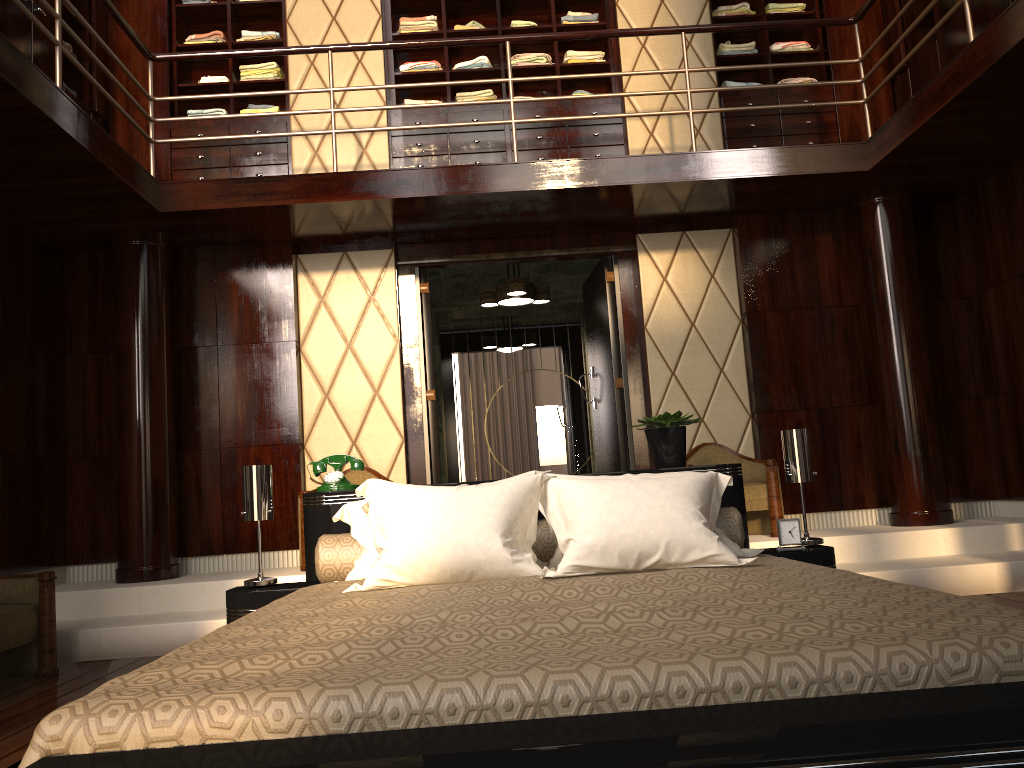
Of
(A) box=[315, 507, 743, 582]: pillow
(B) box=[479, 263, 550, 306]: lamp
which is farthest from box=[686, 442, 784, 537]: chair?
(A) box=[315, 507, 743, 582]: pillow

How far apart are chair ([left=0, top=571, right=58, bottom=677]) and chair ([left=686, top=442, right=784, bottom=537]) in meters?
3.3

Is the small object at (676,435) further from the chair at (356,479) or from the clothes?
the clothes

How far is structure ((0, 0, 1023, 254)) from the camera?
3.8 meters

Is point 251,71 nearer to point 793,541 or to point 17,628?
point 17,628

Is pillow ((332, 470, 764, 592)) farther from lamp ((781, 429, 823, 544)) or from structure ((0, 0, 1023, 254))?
structure ((0, 0, 1023, 254))

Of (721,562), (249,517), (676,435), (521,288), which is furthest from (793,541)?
(521,288)

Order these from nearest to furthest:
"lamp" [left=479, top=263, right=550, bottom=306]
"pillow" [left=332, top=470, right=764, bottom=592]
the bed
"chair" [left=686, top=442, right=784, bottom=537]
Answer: the bed, "pillow" [left=332, top=470, right=764, bottom=592], "chair" [left=686, top=442, right=784, bottom=537], "lamp" [left=479, top=263, right=550, bottom=306]

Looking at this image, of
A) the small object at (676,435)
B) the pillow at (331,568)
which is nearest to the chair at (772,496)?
the small object at (676,435)

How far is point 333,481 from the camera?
3.1m
